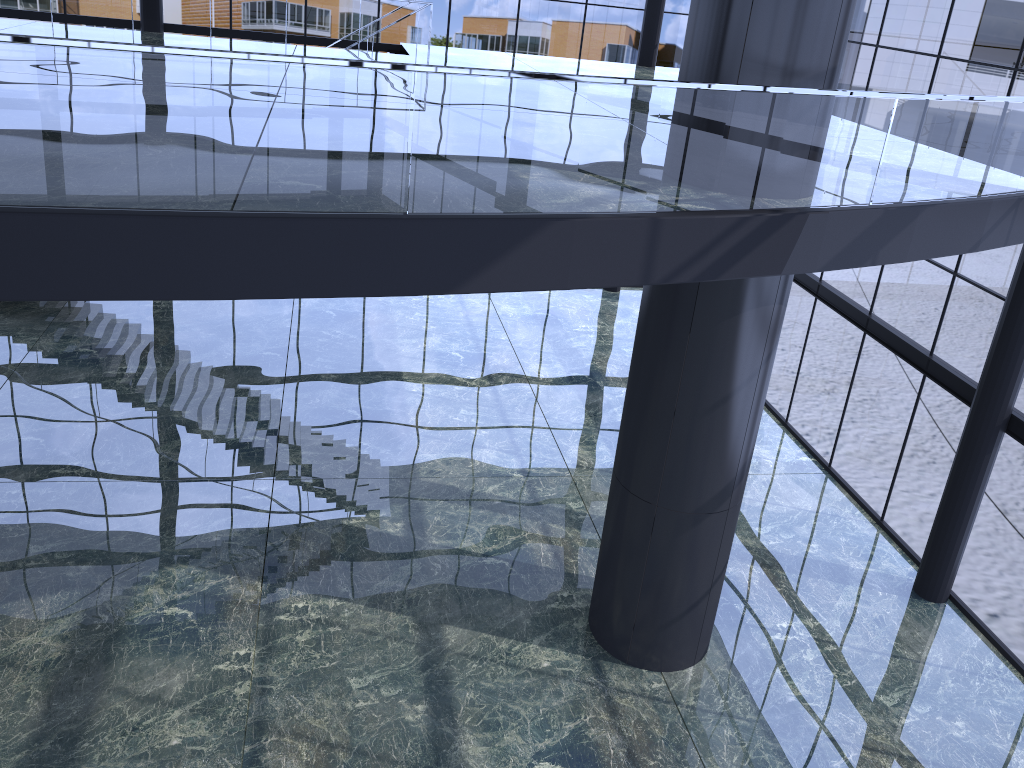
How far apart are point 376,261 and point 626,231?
2.0 meters
